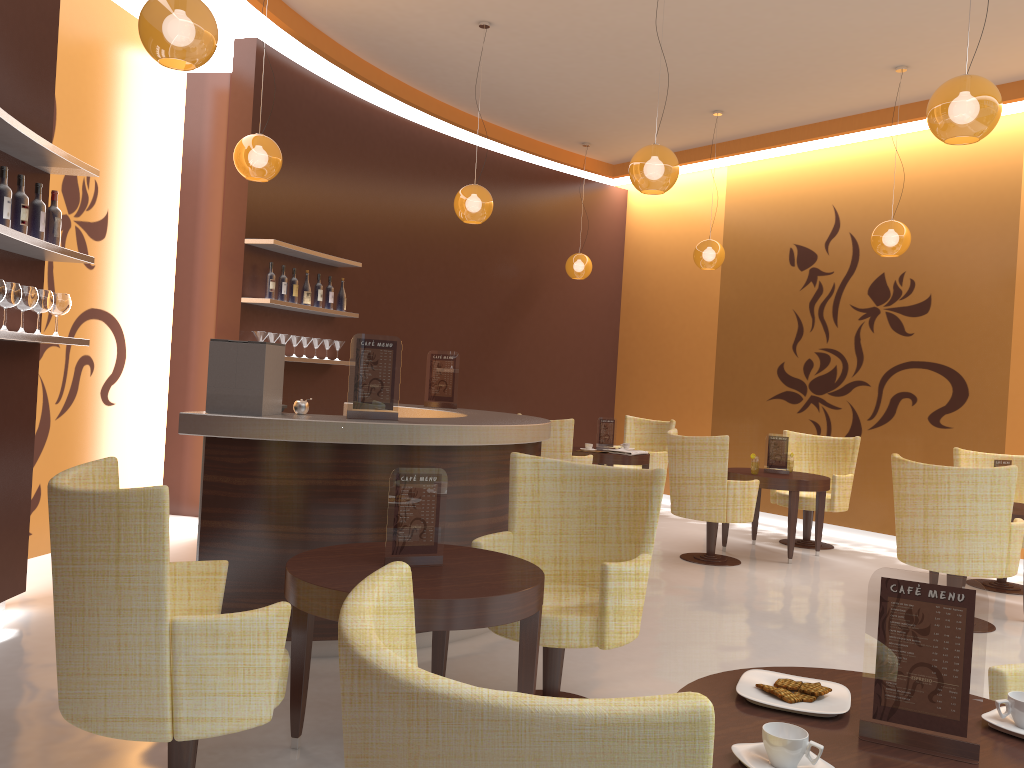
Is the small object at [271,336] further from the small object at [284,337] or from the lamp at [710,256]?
the lamp at [710,256]

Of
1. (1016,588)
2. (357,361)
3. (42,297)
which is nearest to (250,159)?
(42,297)

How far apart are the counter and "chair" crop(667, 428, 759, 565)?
1.78m

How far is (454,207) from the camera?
6.6 meters

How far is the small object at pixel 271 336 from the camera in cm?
686

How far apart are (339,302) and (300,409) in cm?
349

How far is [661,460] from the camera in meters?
9.3

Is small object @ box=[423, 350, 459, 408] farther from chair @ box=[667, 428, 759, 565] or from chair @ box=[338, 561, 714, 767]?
chair @ box=[338, 561, 714, 767]

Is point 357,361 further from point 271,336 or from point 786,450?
point 786,450

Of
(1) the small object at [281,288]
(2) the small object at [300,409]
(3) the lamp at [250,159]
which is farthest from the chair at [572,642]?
(1) the small object at [281,288]
